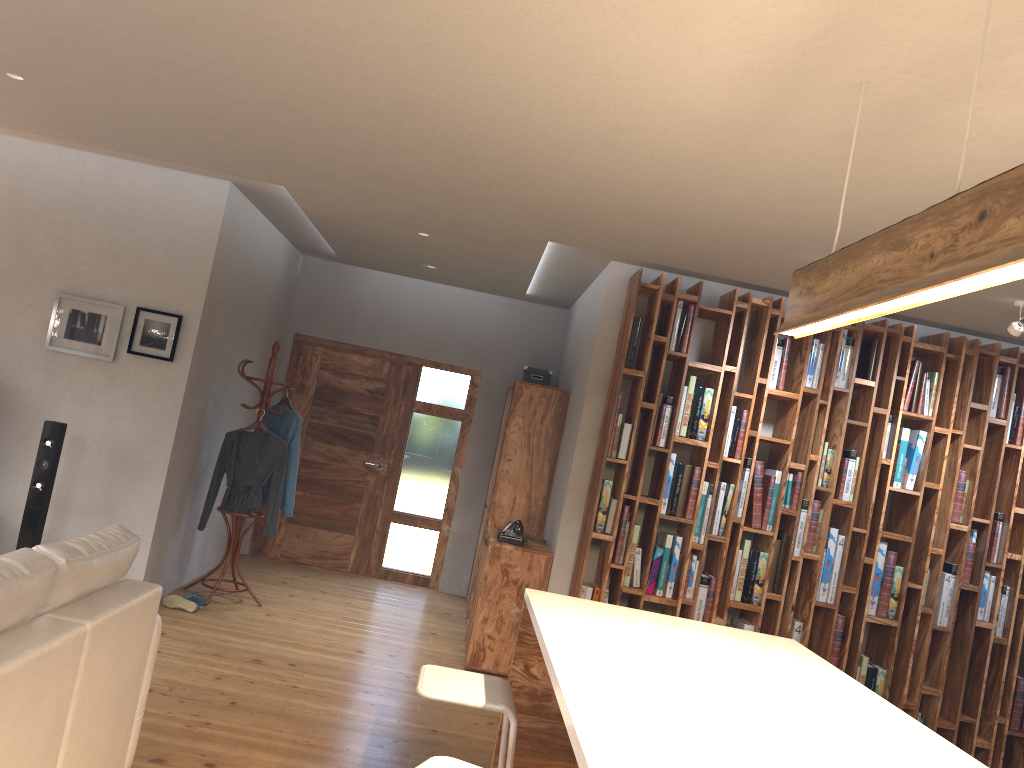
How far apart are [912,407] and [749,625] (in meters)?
1.70

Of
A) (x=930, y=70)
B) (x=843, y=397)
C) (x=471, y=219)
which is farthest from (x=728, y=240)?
(x=930, y=70)

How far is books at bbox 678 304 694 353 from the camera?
5.5m

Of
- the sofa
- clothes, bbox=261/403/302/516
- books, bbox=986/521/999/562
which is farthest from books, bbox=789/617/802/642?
the sofa

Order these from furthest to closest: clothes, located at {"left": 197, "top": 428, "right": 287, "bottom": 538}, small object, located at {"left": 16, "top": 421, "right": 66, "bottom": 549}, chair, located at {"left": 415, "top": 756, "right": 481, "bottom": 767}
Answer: clothes, located at {"left": 197, "top": 428, "right": 287, "bottom": 538}
small object, located at {"left": 16, "top": 421, "right": 66, "bottom": 549}
chair, located at {"left": 415, "top": 756, "right": 481, "bottom": 767}

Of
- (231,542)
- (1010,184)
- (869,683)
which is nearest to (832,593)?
(869,683)

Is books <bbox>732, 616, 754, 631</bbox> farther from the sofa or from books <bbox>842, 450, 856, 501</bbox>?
the sofa

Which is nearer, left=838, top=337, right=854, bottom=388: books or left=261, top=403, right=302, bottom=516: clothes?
left=838, top=337, right=854, bottom=388: books

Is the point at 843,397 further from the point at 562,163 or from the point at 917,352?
the point at 562,163

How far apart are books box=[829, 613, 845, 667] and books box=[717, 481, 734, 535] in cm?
94
